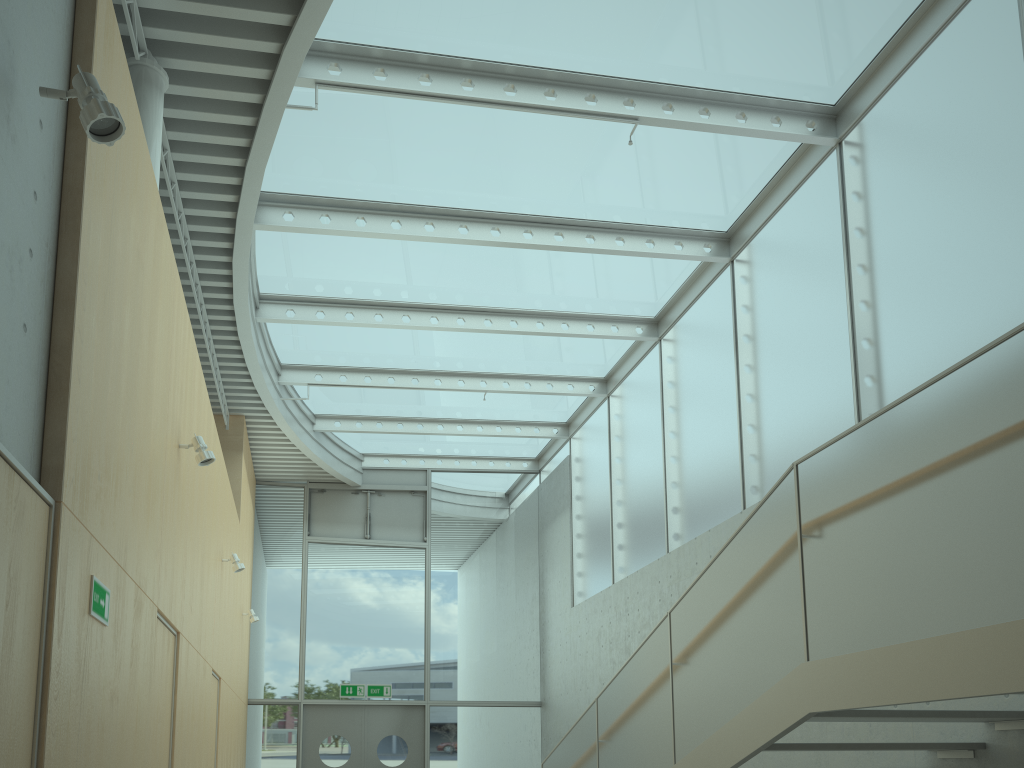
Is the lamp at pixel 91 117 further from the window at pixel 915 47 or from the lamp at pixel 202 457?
the window at pixel 915 47

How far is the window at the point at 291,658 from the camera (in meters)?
12.80

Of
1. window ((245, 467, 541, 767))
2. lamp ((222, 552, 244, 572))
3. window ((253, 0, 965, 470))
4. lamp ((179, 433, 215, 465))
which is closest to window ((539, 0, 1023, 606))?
window ((253, 0, 965, 470))

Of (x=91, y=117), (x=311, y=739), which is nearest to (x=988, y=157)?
(x=91, y=117)

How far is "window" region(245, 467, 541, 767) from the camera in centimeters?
1280cm

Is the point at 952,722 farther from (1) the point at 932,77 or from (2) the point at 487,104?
(2) the point at 487,104

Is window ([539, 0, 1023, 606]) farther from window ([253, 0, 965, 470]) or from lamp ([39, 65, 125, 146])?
lamp ([39, 65, 125, 146])

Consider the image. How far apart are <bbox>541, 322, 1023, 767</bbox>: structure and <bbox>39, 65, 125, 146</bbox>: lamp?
3.2 meters

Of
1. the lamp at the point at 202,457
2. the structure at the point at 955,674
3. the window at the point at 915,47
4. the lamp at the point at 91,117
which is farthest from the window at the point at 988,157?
the lamp at the point at 91,117

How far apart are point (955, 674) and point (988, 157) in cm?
386
